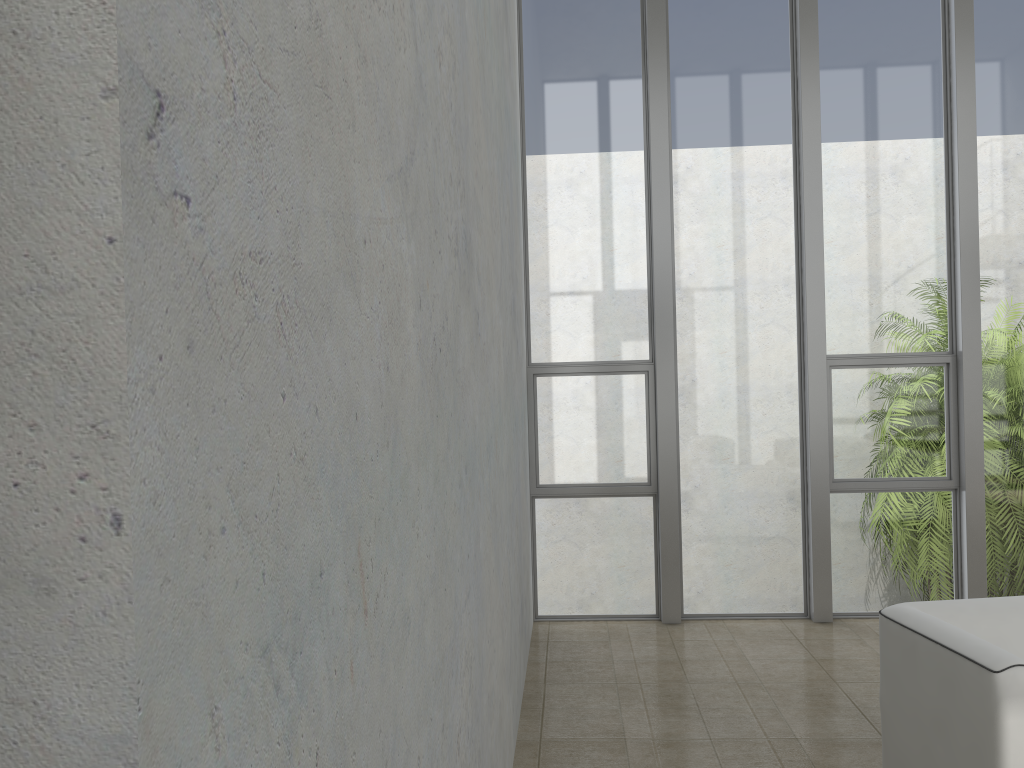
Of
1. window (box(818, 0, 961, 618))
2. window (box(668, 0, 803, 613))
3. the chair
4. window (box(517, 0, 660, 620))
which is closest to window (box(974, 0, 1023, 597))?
window (box(818, 0, 961, 618))

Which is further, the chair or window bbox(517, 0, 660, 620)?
window bbox(517, 0, 660, 620)

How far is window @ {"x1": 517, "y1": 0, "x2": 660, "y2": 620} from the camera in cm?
556

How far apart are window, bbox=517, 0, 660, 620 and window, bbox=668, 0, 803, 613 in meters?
0.2

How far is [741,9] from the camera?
5.5 meters

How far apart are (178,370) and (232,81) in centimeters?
26cm

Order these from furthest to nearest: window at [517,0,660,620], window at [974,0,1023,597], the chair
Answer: window at [517,0,660,620], window at [974,0,1023,597], the chair

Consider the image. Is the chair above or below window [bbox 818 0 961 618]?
below

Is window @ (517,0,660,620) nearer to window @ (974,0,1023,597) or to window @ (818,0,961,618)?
window @ (818,0,961,618)

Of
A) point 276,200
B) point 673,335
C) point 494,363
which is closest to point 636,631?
point 673,335
